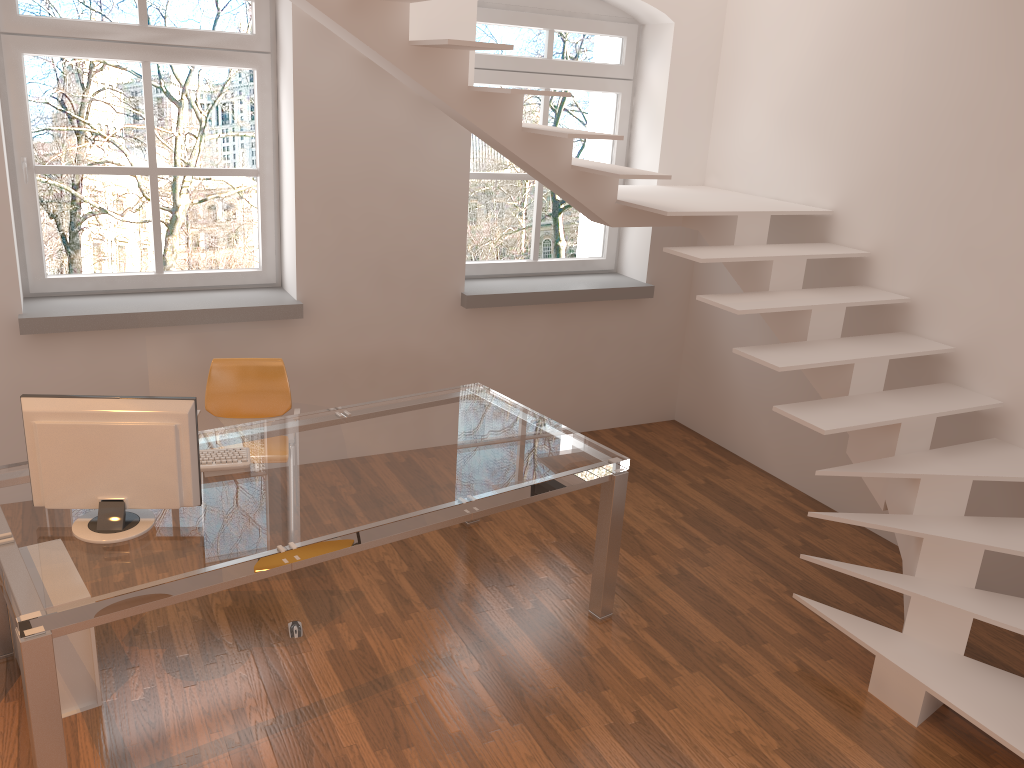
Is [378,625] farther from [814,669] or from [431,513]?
[814,669]

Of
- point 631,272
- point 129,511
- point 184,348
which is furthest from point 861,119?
point 129,511

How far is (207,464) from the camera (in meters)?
3.28

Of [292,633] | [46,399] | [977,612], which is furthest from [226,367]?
[977,612]

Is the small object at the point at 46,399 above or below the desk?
above

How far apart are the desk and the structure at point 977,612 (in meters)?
0.73

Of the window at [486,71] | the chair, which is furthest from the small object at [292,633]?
the window at [486,71]

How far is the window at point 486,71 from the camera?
5.22m

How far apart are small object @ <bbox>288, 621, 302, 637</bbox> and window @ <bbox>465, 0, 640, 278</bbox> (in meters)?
2.63

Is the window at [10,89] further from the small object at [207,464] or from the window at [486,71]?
the small object at [207,464]
